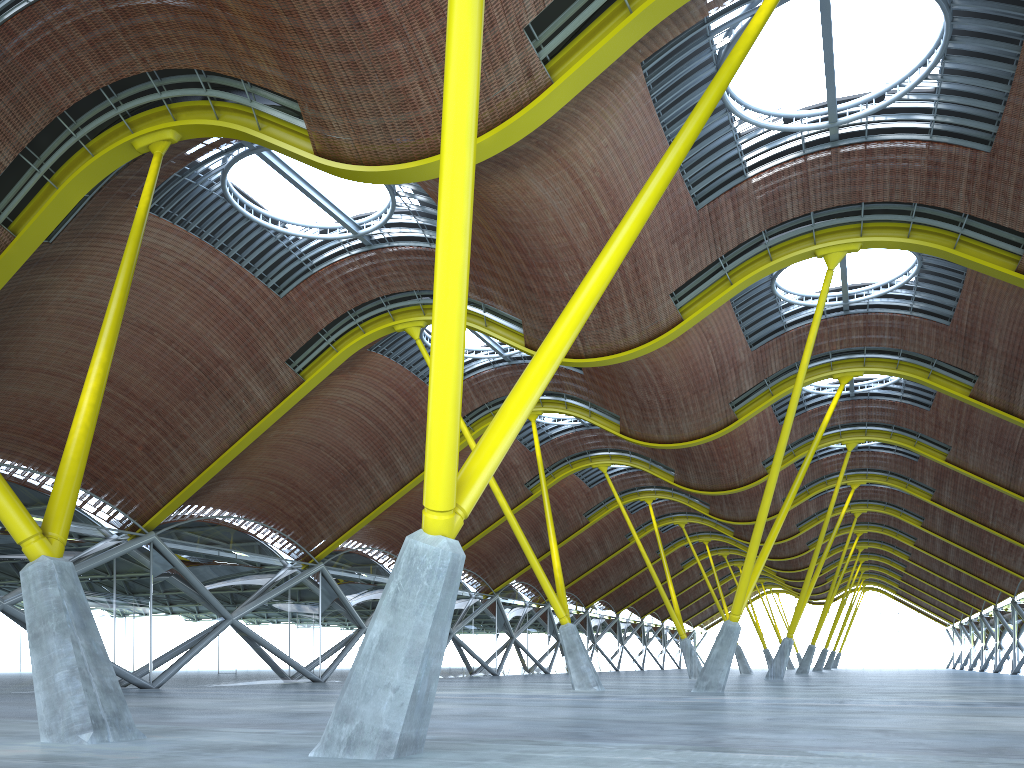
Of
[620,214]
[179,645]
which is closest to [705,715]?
[620,214]
